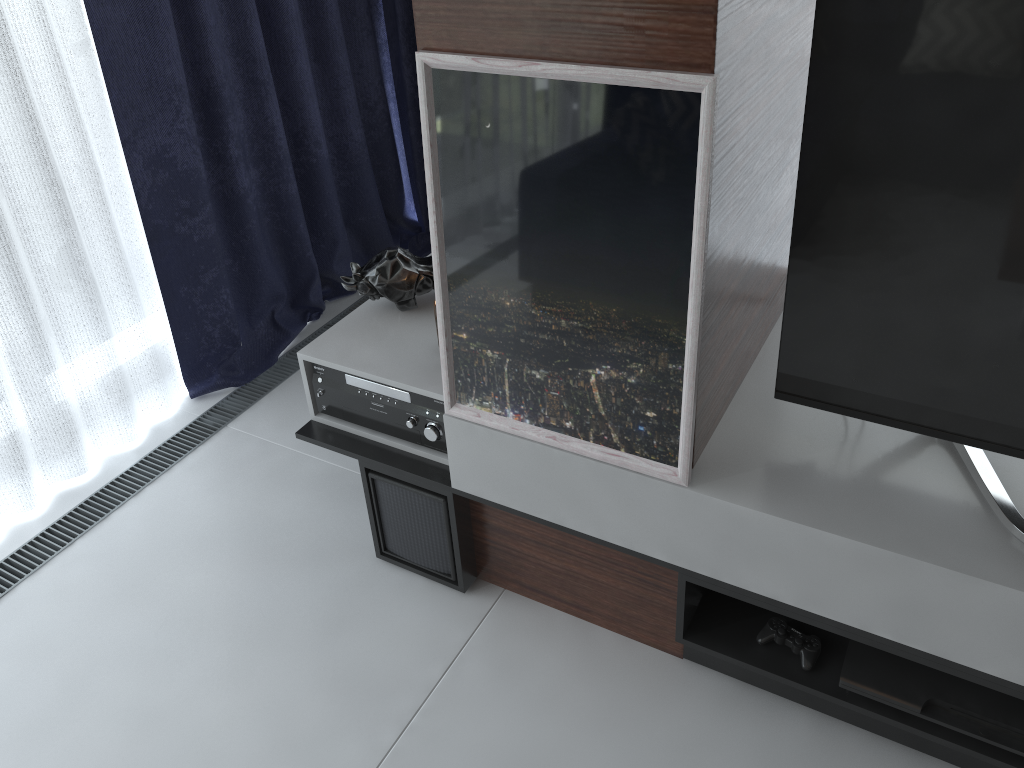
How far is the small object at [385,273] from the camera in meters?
2.0

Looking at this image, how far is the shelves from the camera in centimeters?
140cm

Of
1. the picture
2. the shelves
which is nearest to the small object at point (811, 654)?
the shelves

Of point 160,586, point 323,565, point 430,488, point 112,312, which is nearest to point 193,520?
point 160,586

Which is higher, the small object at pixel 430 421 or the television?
the television

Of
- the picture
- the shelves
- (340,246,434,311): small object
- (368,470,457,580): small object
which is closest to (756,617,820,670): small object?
the shelves

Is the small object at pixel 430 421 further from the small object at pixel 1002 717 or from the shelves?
the small object at pixel 1002 717

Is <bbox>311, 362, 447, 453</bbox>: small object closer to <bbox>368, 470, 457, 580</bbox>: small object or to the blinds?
<bbox>368, 470, 457, 580</bbox>: small object

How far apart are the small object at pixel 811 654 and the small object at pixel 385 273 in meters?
1.0 m

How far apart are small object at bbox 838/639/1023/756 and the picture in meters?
0.5 m
